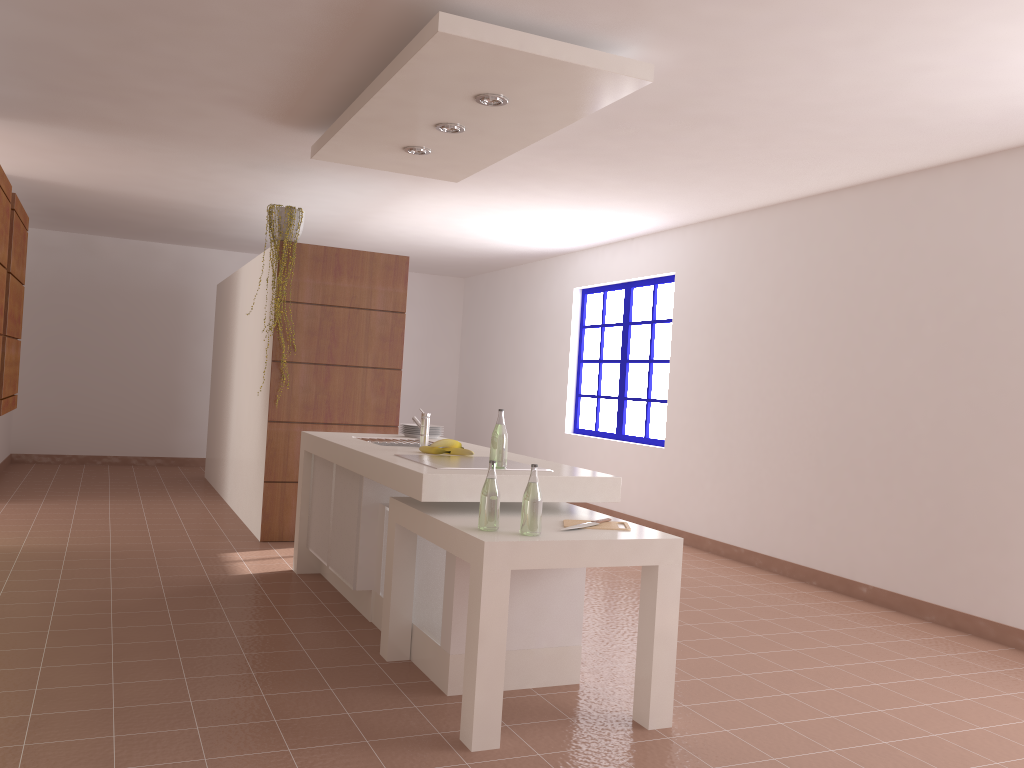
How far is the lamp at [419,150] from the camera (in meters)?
4.70

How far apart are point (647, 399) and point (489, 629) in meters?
5.1 m

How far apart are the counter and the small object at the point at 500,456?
0.1m

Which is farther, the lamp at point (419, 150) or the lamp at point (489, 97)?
the lamp at point (419, 150)

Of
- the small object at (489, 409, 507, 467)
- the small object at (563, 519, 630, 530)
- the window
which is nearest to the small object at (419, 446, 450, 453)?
the small object at (489, 409, 507, 467)

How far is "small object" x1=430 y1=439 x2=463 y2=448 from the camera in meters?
4.0 m

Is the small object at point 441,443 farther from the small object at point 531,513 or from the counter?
the small object at point 531,513

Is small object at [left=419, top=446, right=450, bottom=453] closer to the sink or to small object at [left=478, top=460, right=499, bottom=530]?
the sink

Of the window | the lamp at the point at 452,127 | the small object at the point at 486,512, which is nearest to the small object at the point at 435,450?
the small object at the point at 486,512

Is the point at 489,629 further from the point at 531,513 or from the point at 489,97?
the point at 489,97
